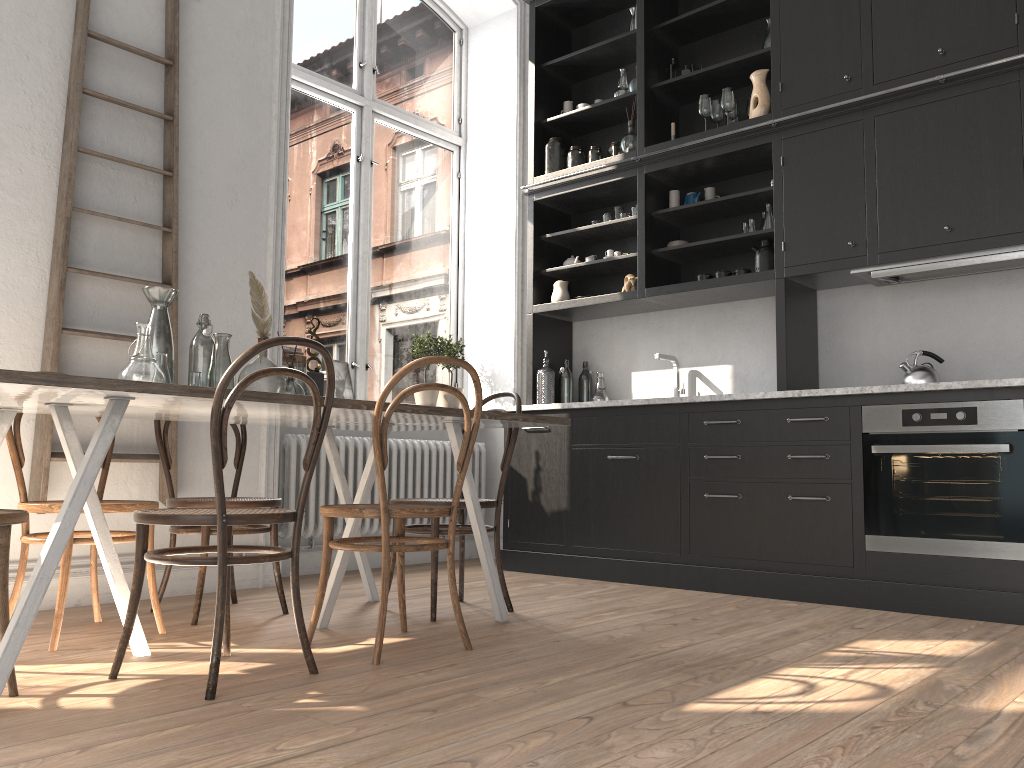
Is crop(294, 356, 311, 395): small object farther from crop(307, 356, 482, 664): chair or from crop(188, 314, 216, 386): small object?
crop(307, 356, 482, 664): chair

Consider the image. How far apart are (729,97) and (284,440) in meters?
3.0 m

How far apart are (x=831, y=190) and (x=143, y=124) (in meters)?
3.20

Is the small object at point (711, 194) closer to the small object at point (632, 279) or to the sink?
the small object at point (632, 279)

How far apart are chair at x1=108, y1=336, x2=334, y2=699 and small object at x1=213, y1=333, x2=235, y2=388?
0.6m

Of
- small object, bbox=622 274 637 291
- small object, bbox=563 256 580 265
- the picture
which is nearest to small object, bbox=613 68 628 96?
small object, bbox=563 256 580 265

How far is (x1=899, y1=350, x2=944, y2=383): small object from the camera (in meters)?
3.99

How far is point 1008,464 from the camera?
3.5 meters

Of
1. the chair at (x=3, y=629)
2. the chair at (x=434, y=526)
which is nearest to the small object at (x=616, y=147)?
the chair at (x=434, y=526)

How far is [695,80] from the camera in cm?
492
